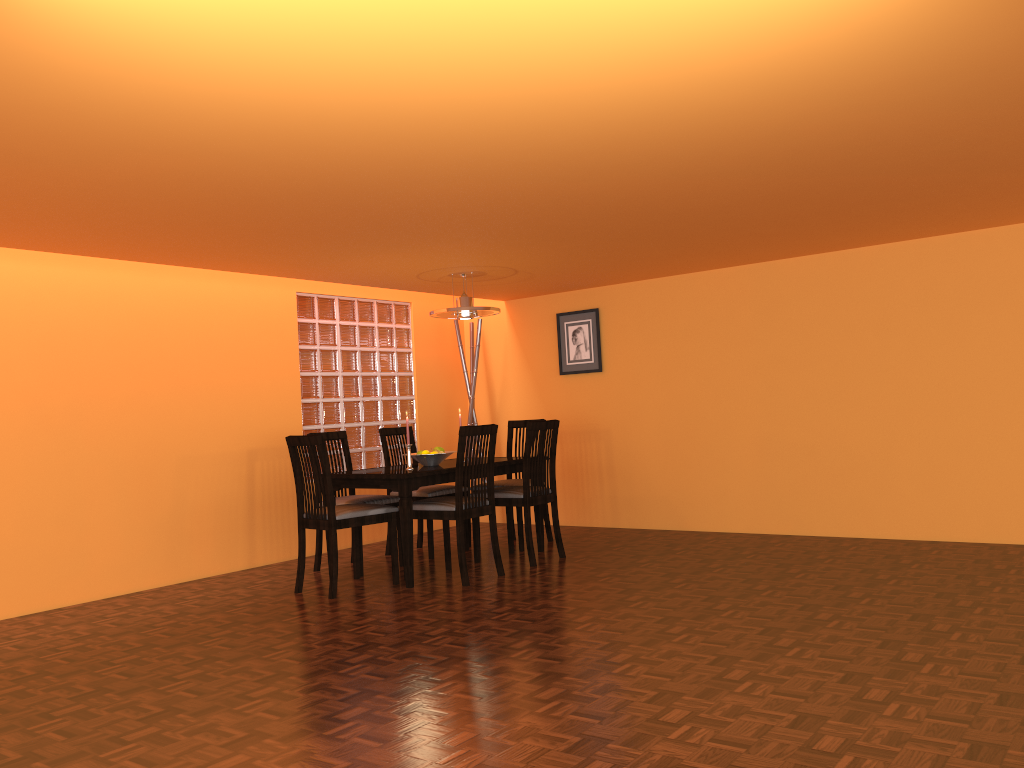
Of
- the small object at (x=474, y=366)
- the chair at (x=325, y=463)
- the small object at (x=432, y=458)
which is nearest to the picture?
the small object at (x=474, y=366)

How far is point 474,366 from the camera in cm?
662

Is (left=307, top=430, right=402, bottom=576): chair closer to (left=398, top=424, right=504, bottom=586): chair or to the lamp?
(left=398, top=424, right=504, bottom=586): chair

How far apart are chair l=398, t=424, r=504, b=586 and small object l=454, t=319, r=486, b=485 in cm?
180

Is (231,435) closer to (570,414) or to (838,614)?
(570,414)

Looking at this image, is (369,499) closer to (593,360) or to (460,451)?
(460,451)

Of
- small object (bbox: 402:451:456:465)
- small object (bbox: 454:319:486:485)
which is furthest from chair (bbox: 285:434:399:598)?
small object (bbox: 454:319:486:485)

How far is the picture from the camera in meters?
6.3 m

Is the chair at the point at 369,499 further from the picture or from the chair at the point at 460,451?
the picture

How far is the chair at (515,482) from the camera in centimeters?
555cm
